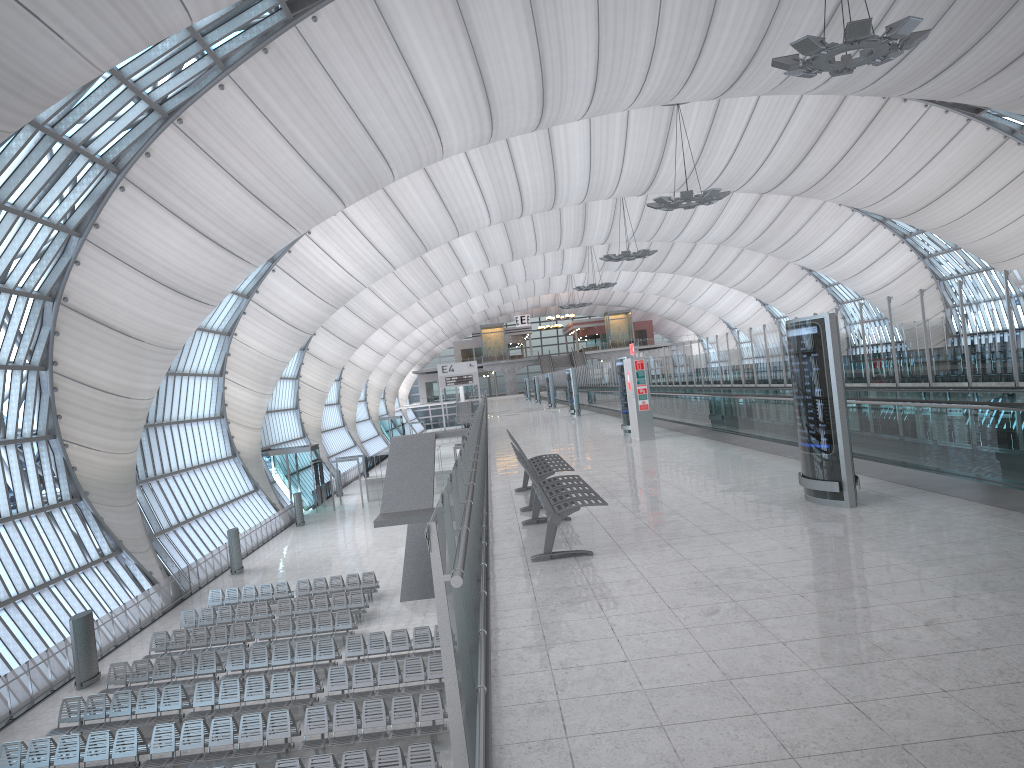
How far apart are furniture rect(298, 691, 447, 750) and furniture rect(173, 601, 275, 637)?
9.4m

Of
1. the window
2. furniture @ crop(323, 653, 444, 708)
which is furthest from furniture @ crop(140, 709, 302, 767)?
the window

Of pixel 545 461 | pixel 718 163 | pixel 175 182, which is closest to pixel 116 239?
pixel 175 182

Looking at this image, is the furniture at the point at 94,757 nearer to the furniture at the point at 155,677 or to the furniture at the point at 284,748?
the furniture at the point at 284,748

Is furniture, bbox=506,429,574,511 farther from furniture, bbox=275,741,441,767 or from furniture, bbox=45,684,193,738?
furniture, bbox=45,684,193,738

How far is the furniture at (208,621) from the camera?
26.2 meters

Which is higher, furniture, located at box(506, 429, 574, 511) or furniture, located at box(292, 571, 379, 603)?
furniture, located at box(506, 429, 574, 511)

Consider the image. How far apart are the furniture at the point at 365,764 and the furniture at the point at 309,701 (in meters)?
3.69

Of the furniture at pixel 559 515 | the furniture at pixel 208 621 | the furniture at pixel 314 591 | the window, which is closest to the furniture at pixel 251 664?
the furniture at pixel 208 621

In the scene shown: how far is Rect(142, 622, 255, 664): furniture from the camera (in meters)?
23.82
